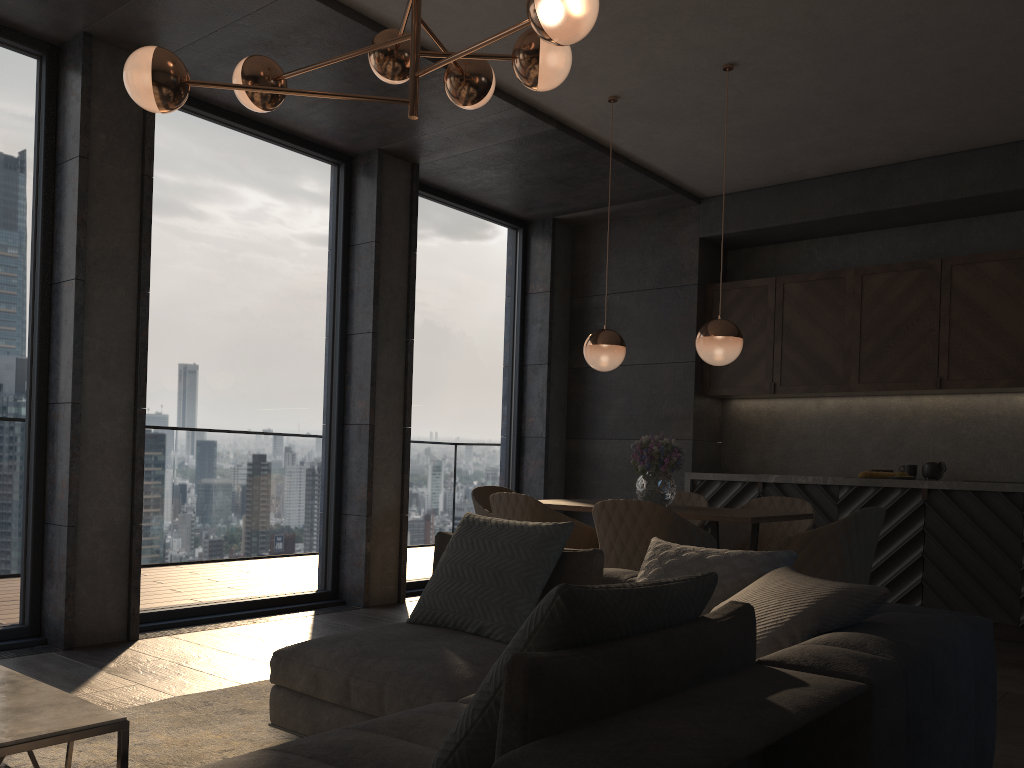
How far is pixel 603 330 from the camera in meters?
5.0

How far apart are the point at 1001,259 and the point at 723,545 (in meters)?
2.67

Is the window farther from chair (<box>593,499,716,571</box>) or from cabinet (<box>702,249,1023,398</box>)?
chair (<box>593,499,716,571</box>)

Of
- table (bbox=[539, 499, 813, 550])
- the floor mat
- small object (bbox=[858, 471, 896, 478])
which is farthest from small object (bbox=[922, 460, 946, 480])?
the floor mat

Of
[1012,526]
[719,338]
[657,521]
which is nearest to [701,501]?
[719,338]

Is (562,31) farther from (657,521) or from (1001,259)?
(1001,259)

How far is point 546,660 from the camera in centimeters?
130cm

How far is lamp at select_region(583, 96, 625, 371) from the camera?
4.91m

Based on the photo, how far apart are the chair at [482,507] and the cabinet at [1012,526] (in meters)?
1.82

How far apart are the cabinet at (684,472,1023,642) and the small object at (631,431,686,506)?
1.7 meters
